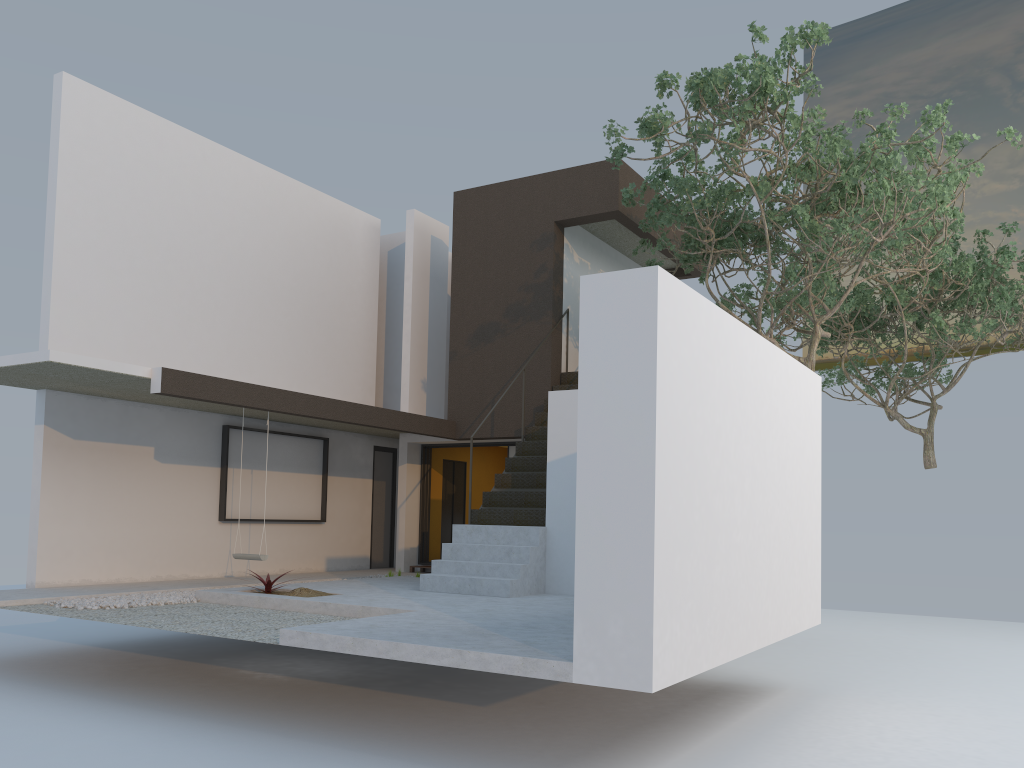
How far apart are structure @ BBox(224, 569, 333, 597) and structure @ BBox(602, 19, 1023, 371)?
5.4m

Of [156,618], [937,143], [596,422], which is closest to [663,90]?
[596,422]

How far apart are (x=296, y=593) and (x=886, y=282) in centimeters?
1046cm

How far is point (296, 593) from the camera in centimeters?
877cm

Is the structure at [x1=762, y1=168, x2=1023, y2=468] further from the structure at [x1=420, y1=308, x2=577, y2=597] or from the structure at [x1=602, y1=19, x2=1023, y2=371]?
the structure at [x1=420, y1=308, x2=577, y2=597]

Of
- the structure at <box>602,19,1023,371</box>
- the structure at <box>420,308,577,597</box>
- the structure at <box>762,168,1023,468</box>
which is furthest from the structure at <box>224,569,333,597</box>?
the structure at <box>762,168,1023,468</box>

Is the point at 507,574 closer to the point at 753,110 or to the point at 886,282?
the point at 753,110

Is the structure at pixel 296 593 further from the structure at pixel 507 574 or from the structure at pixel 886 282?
the structure at pixel 886 282

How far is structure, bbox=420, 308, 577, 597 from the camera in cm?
921

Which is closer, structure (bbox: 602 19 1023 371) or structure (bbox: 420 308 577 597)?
structure (bbox: 602 19 1023 371)
